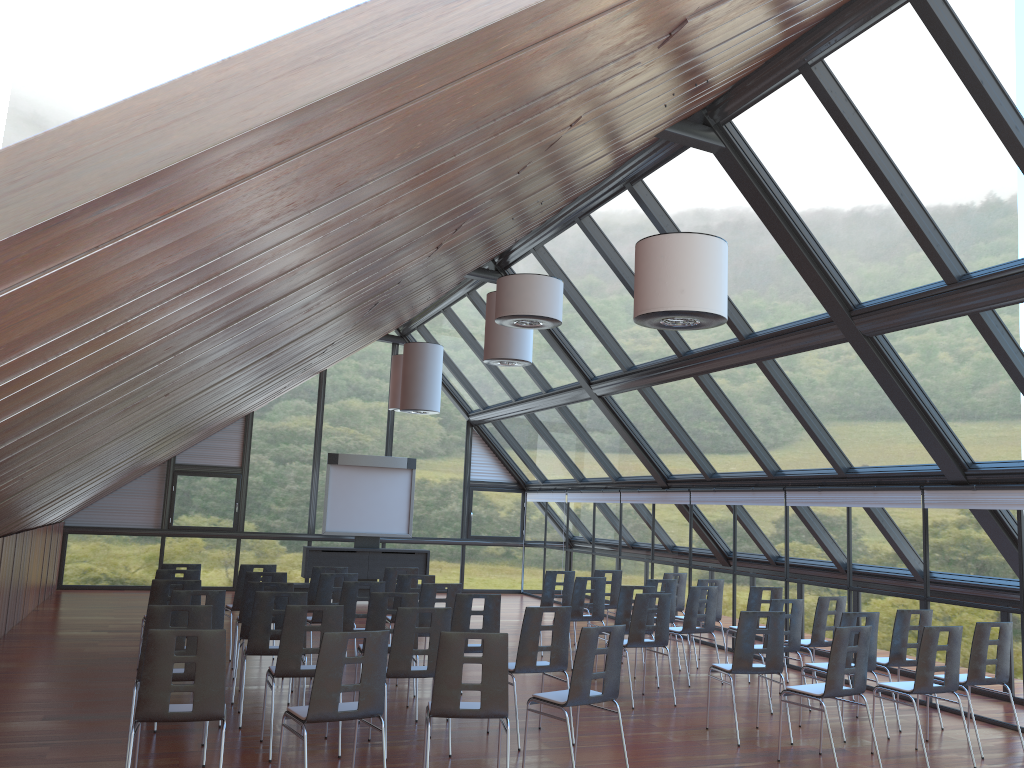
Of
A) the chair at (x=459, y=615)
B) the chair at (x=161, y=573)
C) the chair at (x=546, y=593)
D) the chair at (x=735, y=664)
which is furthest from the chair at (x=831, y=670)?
the chair at (x=161, y=573)

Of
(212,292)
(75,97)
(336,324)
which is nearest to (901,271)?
(336,324)

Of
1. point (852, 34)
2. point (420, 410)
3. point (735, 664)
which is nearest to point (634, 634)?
point (735, 664)

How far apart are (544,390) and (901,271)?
9.1m

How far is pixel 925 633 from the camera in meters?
7.6

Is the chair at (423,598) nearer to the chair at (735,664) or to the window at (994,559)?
the chair at (735,664)

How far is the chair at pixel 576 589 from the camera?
11.74m

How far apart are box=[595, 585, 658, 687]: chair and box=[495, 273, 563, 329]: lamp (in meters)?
3.62

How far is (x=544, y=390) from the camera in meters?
17.3 m

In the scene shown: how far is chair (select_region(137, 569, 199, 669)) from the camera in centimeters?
1000cm
